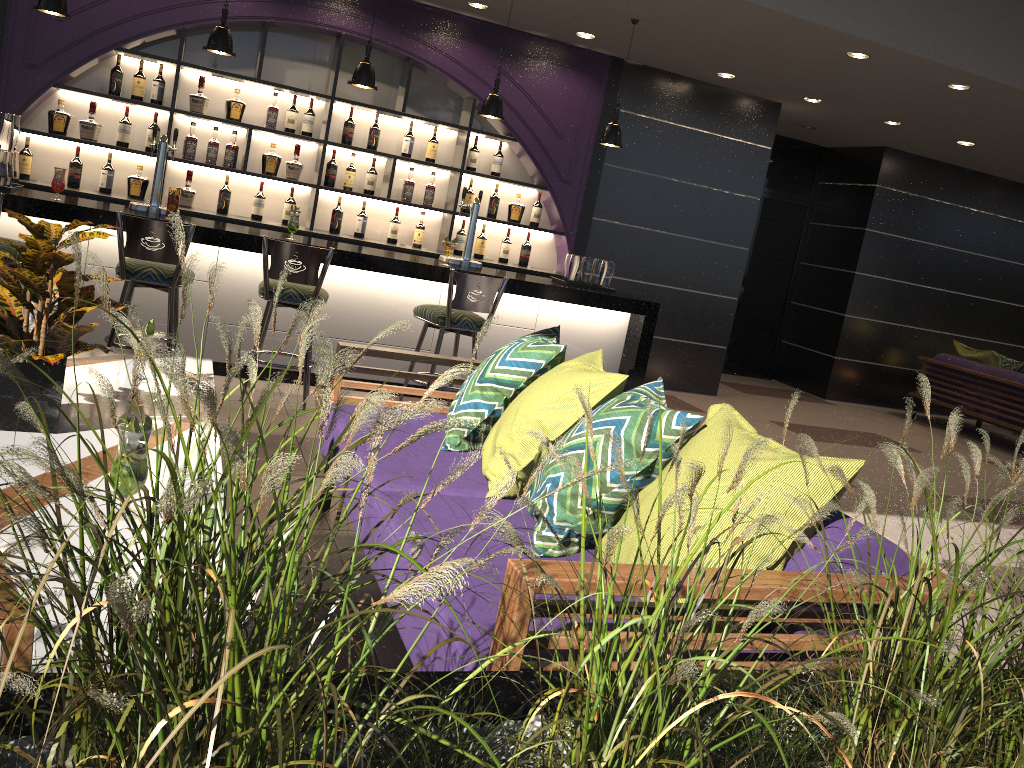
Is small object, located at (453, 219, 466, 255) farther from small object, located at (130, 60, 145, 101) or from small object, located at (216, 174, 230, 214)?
small object, located at (130, 60, 145, 101)

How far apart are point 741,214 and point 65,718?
7.89m

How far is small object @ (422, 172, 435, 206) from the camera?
7.1 meters

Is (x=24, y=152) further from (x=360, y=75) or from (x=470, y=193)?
(x=470, y=193)

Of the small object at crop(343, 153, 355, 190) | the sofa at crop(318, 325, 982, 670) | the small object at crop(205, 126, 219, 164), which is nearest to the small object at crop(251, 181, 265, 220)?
the small object at crop(205, 126, 219, 164)

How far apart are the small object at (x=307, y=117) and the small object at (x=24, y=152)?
1.9 meters

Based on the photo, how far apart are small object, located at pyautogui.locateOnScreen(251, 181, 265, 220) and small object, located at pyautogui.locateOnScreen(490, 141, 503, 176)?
1.9m

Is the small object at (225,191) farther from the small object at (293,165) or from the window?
the window

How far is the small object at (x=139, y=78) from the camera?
6.25m

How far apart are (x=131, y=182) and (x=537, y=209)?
3.1m
